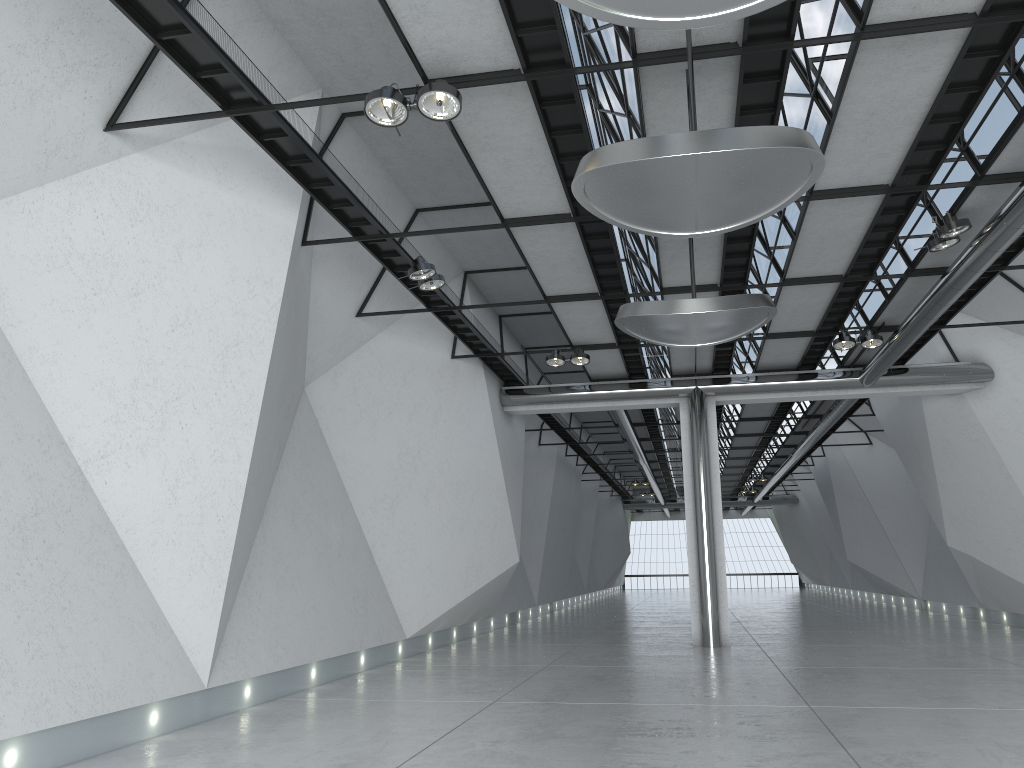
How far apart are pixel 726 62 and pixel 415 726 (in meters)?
38.40
